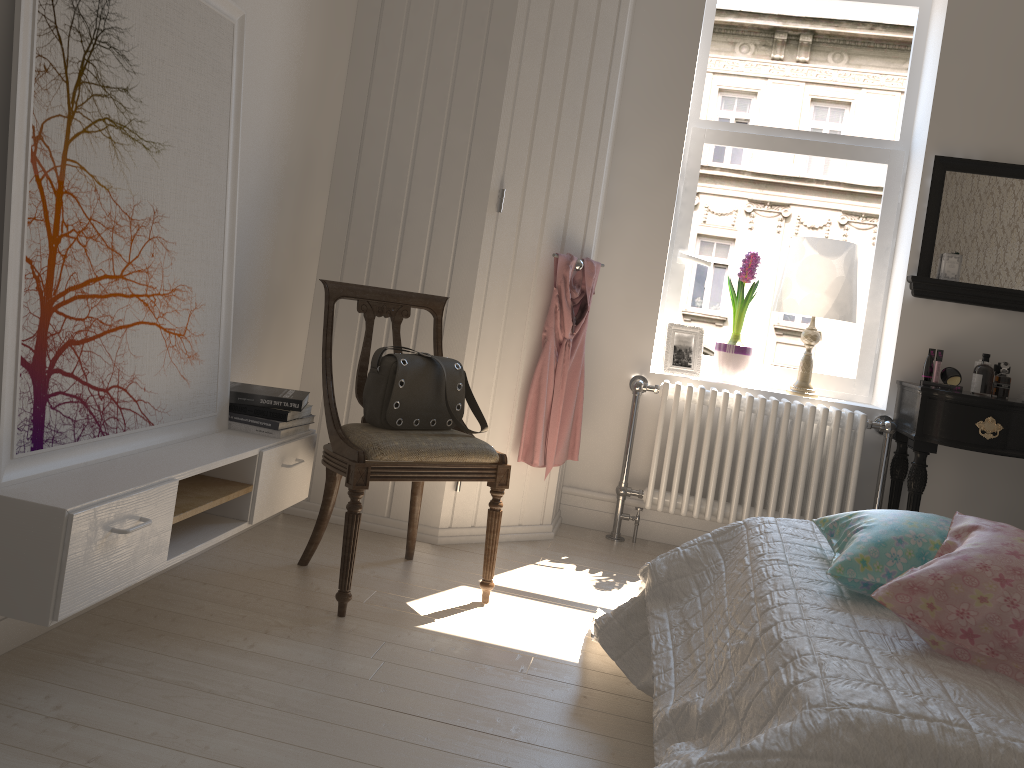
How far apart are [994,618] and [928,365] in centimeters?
235cm

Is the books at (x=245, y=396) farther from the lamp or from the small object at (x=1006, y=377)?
the small object at (x=1006, y=377)

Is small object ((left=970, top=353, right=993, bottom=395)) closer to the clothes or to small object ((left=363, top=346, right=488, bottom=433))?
the clothes

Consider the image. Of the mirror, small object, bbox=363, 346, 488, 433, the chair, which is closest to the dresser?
the chair

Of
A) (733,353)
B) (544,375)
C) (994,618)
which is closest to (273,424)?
(544,375)

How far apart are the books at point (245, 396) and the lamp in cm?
201

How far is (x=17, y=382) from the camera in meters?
1.7 m

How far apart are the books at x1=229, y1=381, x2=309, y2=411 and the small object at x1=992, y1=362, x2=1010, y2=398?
2.56m

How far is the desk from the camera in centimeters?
311cm

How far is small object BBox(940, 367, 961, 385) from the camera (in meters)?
3.41
